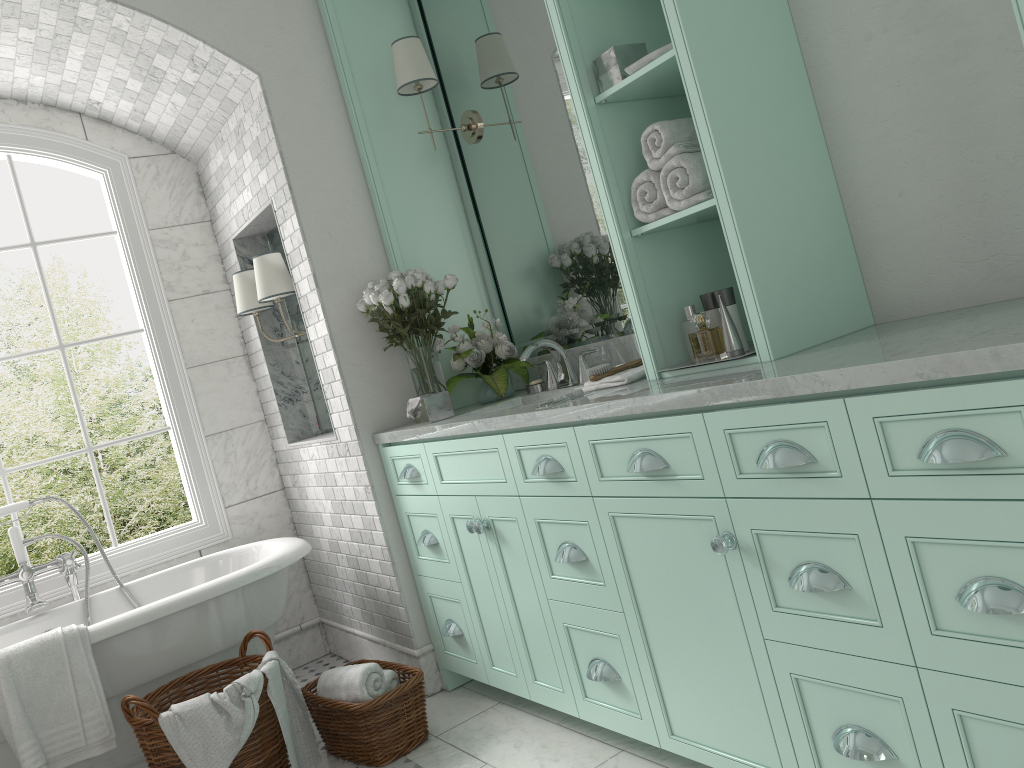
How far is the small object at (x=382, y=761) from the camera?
3.26m

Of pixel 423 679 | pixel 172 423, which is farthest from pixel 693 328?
pixel 172 423

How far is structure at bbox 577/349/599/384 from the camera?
3.34m

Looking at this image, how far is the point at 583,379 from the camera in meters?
3.3

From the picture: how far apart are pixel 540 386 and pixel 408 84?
1.38m

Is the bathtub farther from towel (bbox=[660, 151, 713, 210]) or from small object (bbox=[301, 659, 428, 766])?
towel (bbox=[660, 151, 713, 210])

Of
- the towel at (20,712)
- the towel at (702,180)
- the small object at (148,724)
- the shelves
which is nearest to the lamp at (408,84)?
the shelves

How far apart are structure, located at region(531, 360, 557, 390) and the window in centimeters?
208cm

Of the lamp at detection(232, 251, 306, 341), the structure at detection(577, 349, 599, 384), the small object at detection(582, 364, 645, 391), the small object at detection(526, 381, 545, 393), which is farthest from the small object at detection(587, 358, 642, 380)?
the lamp at detection(232, 251, 306, 341)

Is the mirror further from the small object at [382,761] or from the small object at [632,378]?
the small object at [382,761]
